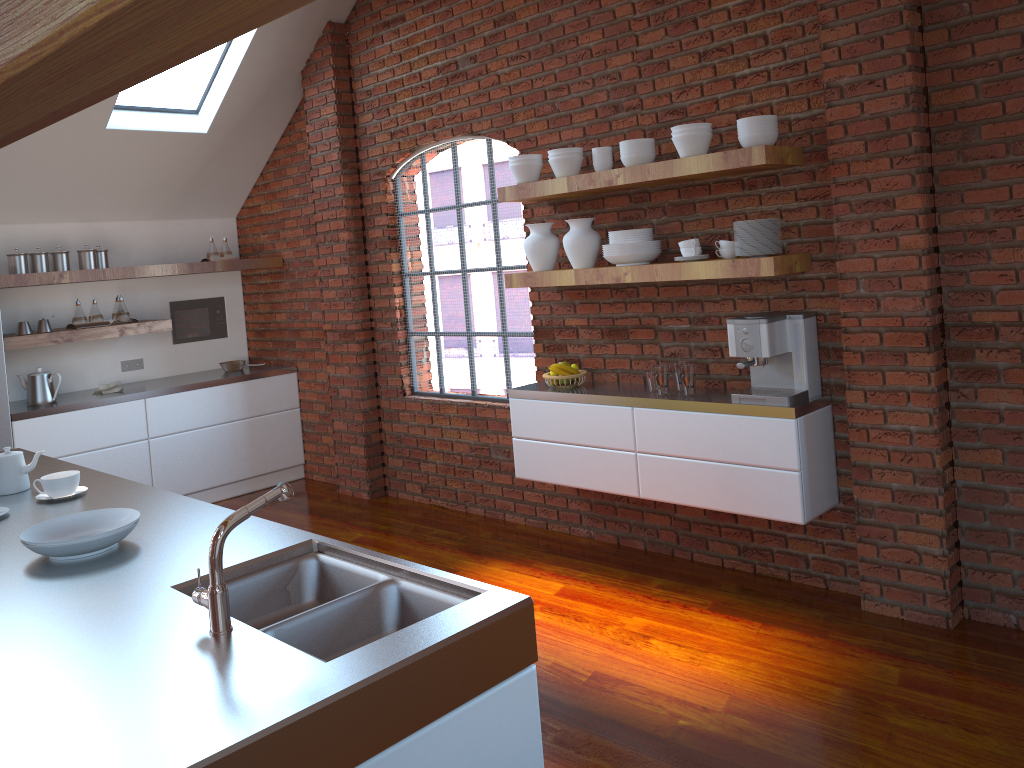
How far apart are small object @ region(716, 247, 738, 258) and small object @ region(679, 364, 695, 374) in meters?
0.5 m

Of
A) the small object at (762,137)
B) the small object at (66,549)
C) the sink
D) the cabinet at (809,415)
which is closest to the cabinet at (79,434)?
the cabinet at (809,415)

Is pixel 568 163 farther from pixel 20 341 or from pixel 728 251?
pixel 20 341

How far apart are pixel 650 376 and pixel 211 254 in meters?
3.8 m

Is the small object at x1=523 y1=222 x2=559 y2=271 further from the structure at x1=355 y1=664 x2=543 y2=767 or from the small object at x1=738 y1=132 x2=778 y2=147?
the structure at x1=355 y1=664 x2=543 y2=767

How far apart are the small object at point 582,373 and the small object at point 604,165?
1.0m

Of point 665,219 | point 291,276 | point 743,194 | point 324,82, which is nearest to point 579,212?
point 665,219

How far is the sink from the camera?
1.9 meters

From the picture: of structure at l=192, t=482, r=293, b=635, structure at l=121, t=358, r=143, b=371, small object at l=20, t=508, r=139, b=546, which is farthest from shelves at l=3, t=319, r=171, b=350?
structure at l=192, t=482, r=293, b=635

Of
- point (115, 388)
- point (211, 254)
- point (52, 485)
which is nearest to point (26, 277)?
point (115, 388)
